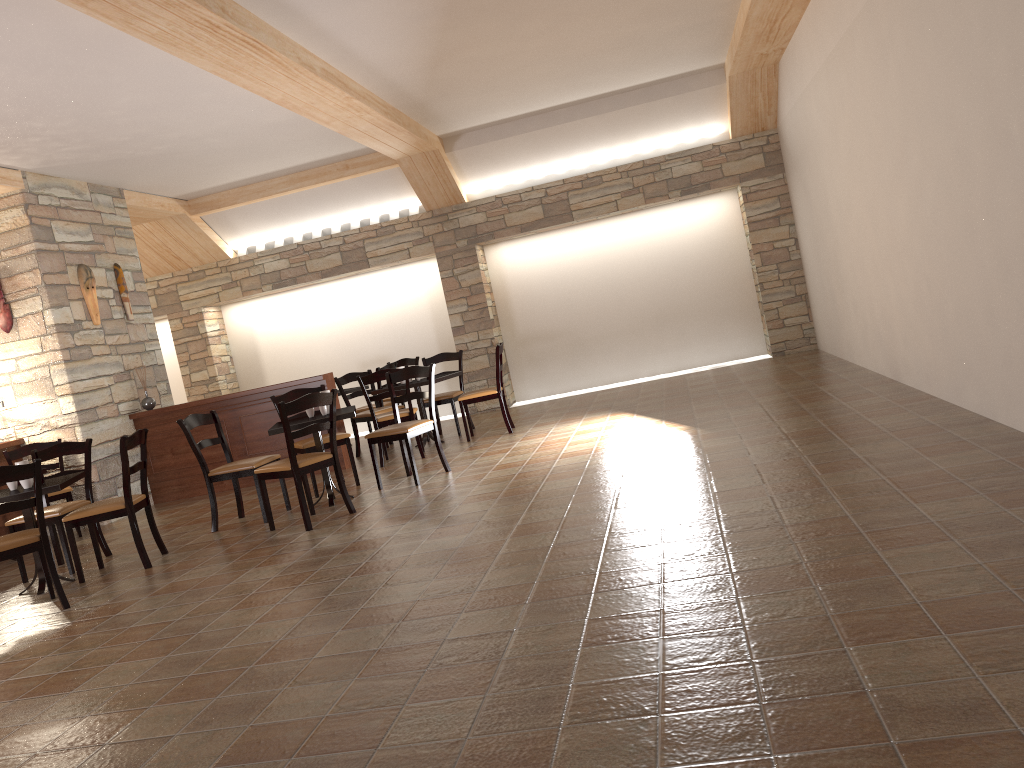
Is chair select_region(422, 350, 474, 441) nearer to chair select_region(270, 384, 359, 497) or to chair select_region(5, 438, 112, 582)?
chair select_region(270, 384, 359, 497)

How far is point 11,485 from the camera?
5.5m

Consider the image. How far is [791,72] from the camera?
8.5 meters

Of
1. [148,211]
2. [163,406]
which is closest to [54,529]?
[163,406]

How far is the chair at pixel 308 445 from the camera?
6.9 meters

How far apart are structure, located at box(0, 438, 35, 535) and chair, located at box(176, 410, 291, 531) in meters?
2.4

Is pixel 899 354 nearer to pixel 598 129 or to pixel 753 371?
pixel 753 371

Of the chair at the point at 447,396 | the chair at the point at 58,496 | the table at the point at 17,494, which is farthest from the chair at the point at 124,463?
the chair at the point at 447,396

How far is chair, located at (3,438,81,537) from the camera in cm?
743

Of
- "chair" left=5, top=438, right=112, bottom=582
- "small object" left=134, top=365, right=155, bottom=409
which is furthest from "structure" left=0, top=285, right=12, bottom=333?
"chair" left=5, top=438, right=112, bottom=582
